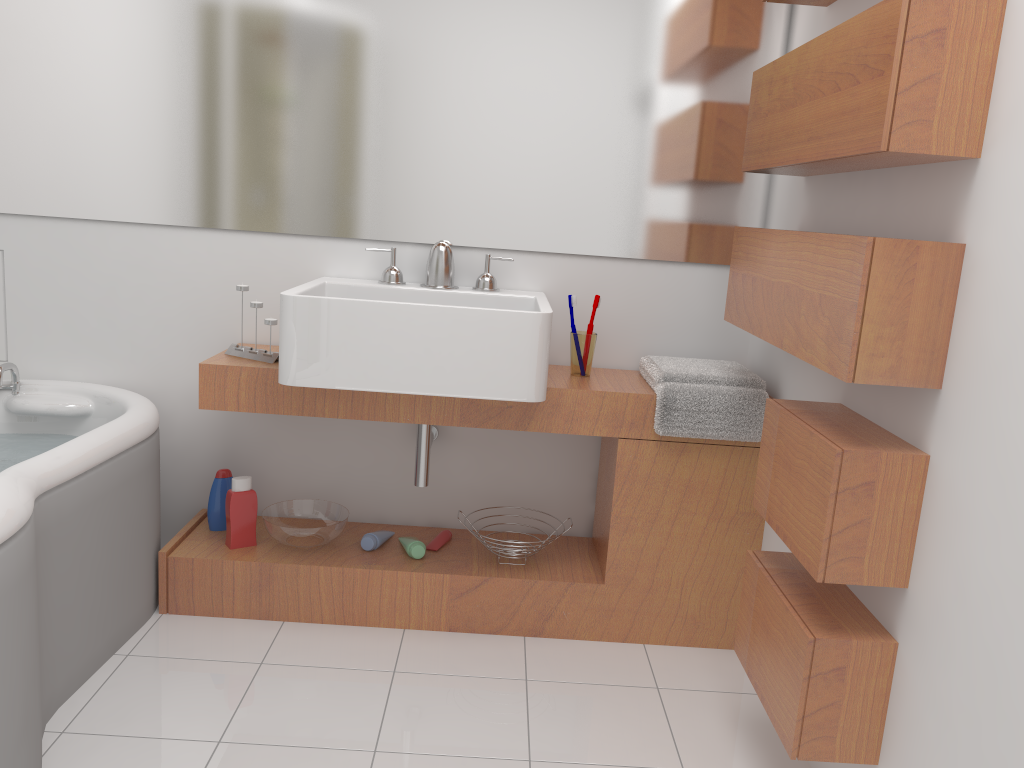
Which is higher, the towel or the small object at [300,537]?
the towel

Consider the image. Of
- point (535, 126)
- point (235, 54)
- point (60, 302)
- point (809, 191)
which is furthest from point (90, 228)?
point (809, 191)

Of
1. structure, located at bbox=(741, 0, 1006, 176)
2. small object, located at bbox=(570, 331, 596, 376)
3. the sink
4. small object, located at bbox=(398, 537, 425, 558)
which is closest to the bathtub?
the sink

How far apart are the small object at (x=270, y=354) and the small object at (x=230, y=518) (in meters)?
0.35

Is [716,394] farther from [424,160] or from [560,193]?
[424,160]

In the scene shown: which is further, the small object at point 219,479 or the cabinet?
the small object at point 219,479

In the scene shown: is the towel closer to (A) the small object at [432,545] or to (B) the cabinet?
(B) the cabinet

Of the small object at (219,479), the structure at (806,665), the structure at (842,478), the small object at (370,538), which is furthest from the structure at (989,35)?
the small object at (219,479)

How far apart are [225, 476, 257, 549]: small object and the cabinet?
0.0m

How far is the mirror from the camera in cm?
248
